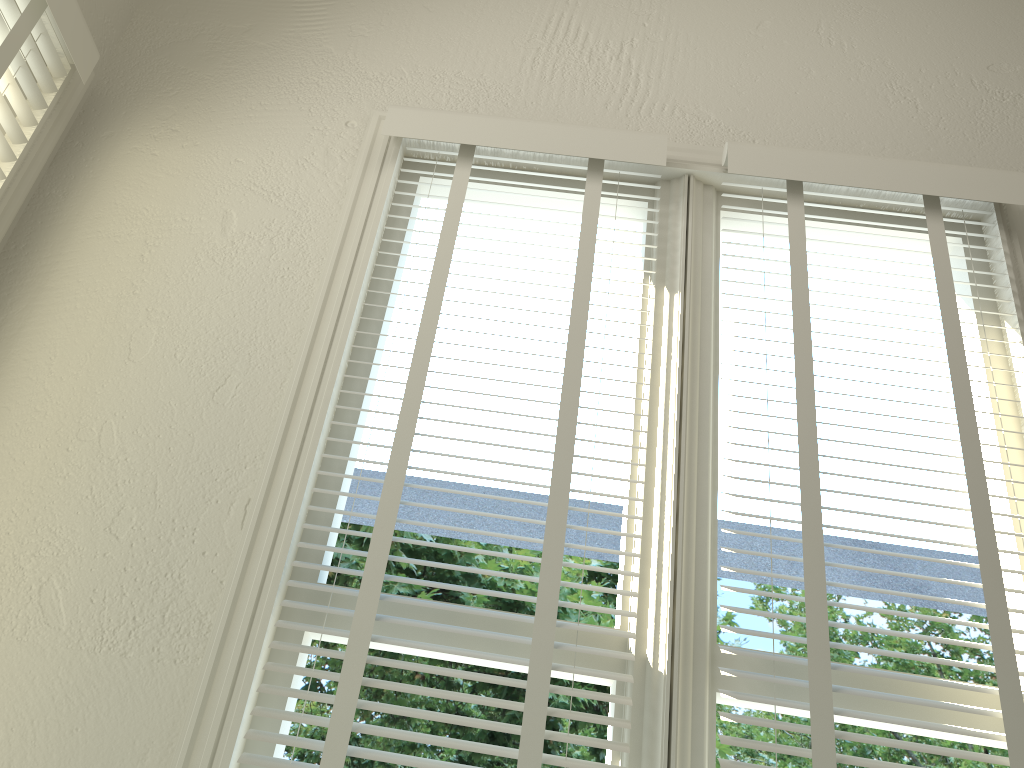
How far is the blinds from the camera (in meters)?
1.31

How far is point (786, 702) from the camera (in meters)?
1.31

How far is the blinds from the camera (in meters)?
1.31
